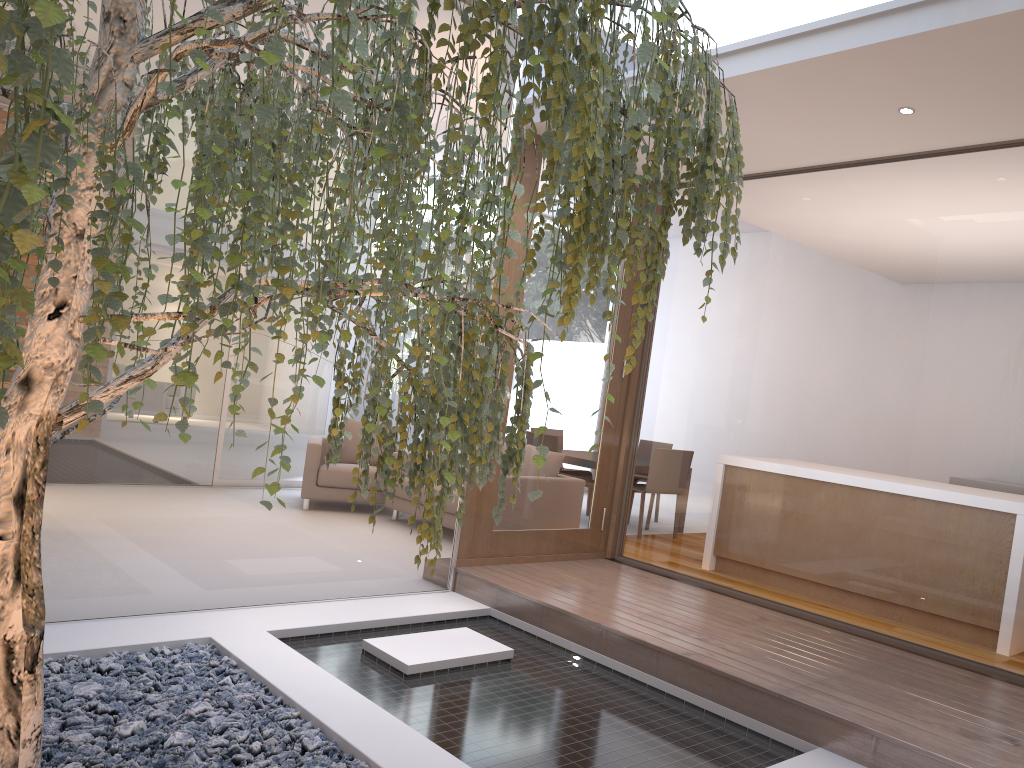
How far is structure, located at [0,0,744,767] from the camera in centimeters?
117cm

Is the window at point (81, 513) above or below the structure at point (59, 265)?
below

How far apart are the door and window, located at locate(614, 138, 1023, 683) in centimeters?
15cm

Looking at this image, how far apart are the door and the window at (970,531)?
0.2m

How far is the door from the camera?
5.0m

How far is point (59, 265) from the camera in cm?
117

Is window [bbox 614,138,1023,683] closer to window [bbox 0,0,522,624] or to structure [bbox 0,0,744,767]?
window [bbox 0,0,522,624]

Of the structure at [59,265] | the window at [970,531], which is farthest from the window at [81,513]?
the structure at [59,265]

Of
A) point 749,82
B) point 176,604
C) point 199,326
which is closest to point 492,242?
point 199,326

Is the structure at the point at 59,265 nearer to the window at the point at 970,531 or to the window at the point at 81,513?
the window at the point at 81,513
